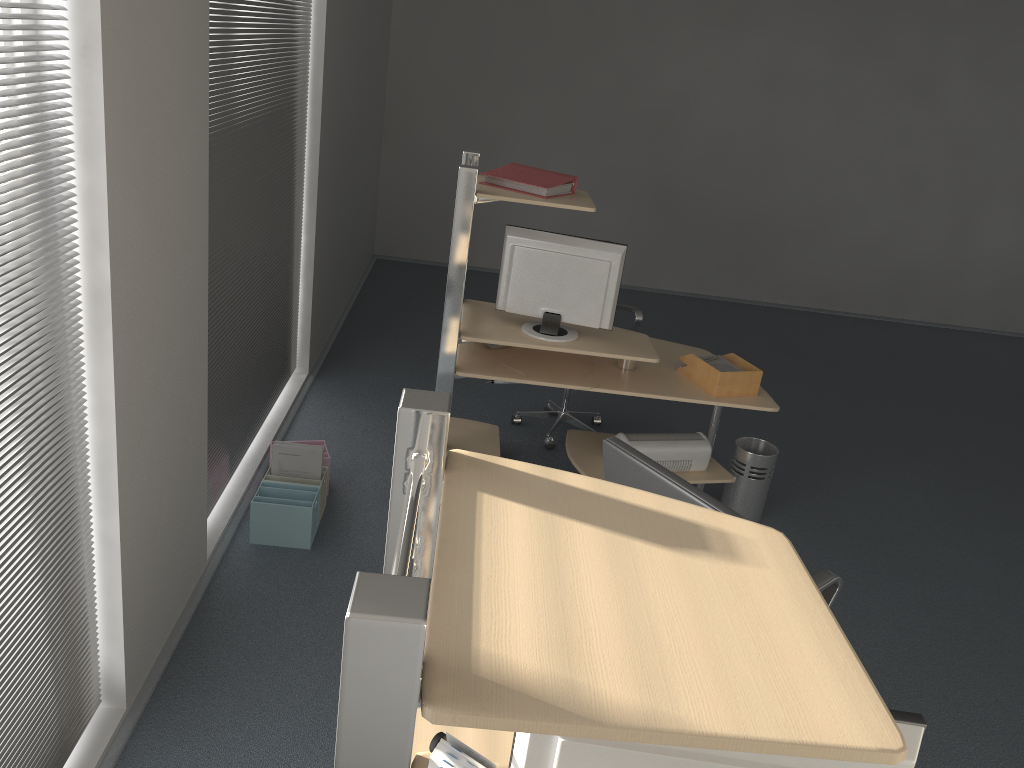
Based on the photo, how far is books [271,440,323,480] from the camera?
3.78m

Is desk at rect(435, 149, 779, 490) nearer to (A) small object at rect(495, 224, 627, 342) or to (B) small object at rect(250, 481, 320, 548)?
(A) small object at rect(495, 224, 627, 342)

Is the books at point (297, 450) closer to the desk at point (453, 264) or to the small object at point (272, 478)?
the small object at point (272, 478)

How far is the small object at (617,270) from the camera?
3.7m

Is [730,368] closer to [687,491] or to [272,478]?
[687,491]

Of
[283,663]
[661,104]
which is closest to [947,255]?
[661,104]

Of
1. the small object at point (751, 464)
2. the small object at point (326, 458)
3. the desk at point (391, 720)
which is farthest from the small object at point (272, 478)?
the desk at point (391, 720)

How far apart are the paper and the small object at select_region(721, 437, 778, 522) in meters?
0.5 m

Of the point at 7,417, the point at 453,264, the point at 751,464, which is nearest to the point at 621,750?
the point at 7,417

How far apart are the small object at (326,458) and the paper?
1.79m
